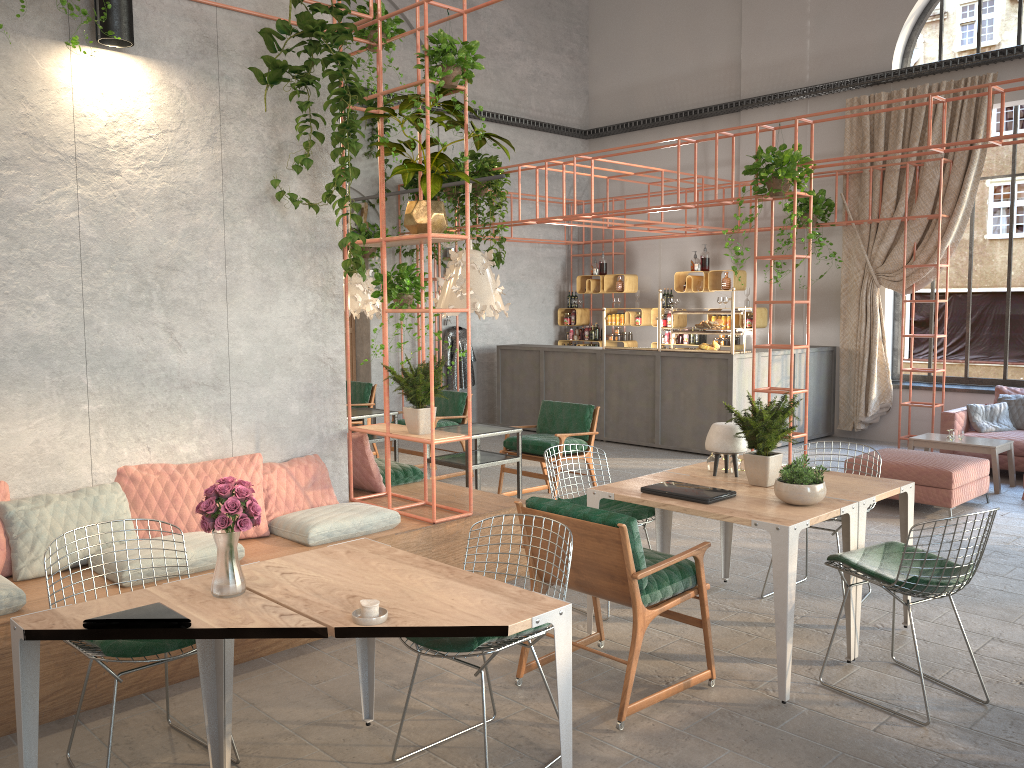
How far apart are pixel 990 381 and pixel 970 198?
2.27m

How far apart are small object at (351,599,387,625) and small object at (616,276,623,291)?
11.4m

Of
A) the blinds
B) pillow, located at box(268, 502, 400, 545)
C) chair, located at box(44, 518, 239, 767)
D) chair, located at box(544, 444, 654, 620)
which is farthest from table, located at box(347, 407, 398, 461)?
the blinds

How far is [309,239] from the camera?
5.7 meters

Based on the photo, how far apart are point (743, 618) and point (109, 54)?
4.8 meters

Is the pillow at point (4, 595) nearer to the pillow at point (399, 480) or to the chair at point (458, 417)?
the pillow at point (399, 480)

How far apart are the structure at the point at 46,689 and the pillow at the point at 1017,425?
6.6 meters

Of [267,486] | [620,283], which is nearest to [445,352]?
[620,283]

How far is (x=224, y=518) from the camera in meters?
3.0 m

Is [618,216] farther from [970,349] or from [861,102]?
[970,349]
